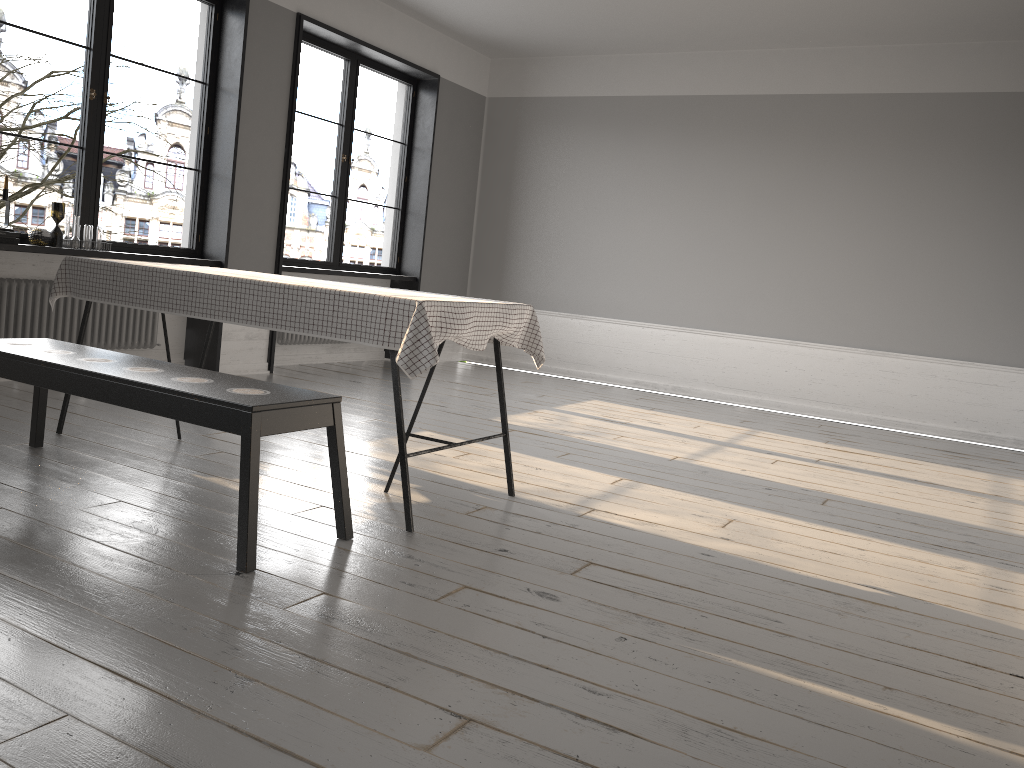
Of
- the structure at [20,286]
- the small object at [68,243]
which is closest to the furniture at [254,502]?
the structure at [20,286]

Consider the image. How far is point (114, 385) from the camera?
2.8m

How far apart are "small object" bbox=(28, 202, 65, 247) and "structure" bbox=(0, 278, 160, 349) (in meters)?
0.25

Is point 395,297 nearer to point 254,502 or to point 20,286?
point 254,502

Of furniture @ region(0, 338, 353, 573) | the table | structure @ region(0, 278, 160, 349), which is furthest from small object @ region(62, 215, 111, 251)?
furniture @ region(0, 338, 353, 573)

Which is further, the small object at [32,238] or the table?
the small object at [32,238]

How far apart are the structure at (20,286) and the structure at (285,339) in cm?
120

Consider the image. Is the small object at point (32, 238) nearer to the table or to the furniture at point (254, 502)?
the table

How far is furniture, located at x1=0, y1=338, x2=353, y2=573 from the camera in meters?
2.5

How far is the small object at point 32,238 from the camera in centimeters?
490cm
